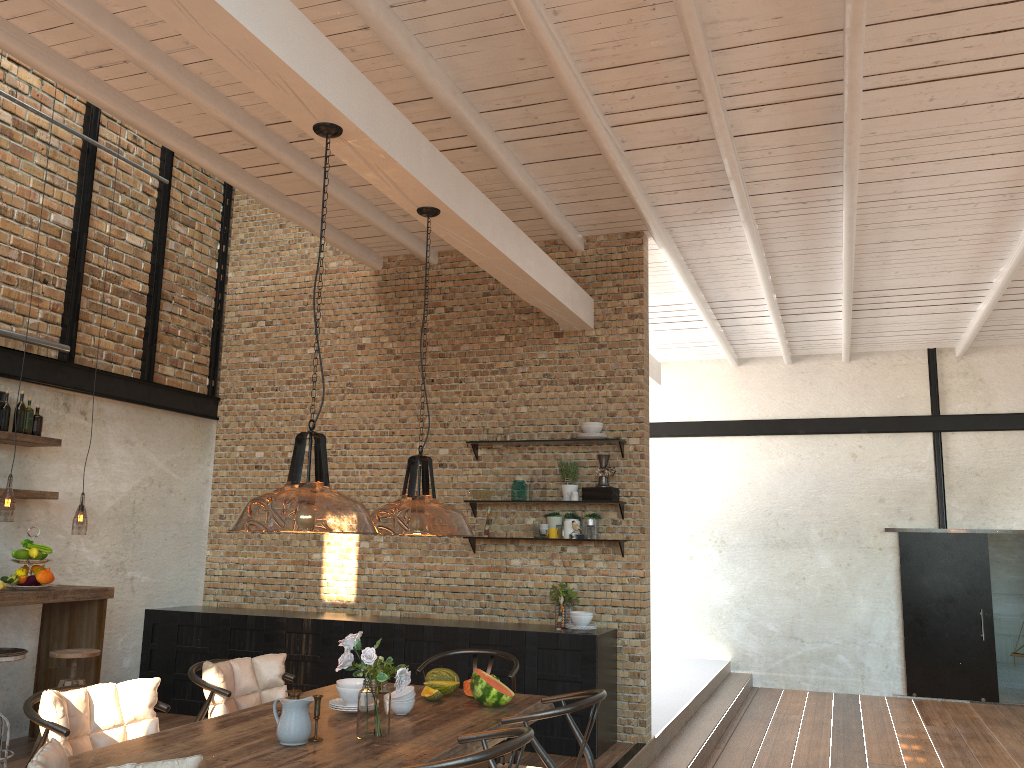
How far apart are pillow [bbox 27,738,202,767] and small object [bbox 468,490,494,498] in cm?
474

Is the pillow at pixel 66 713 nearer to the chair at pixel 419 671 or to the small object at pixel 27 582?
the chair at pixel 419 671

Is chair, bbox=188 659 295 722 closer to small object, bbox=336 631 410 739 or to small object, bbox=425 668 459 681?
small object, bbox=425 668 459 681

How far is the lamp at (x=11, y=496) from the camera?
8.42m

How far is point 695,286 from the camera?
8.8m

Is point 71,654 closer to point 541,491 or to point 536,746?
point 541,491

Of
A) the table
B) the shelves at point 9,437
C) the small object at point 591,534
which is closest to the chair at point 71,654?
the shelves at point 9,437

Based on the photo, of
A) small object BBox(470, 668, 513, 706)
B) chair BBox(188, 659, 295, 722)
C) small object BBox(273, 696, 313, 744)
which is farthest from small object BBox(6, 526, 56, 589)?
small object BBox(470, 668, 513, 706)

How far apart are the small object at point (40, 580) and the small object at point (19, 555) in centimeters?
15cm

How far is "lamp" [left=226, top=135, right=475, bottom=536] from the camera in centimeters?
359cm
